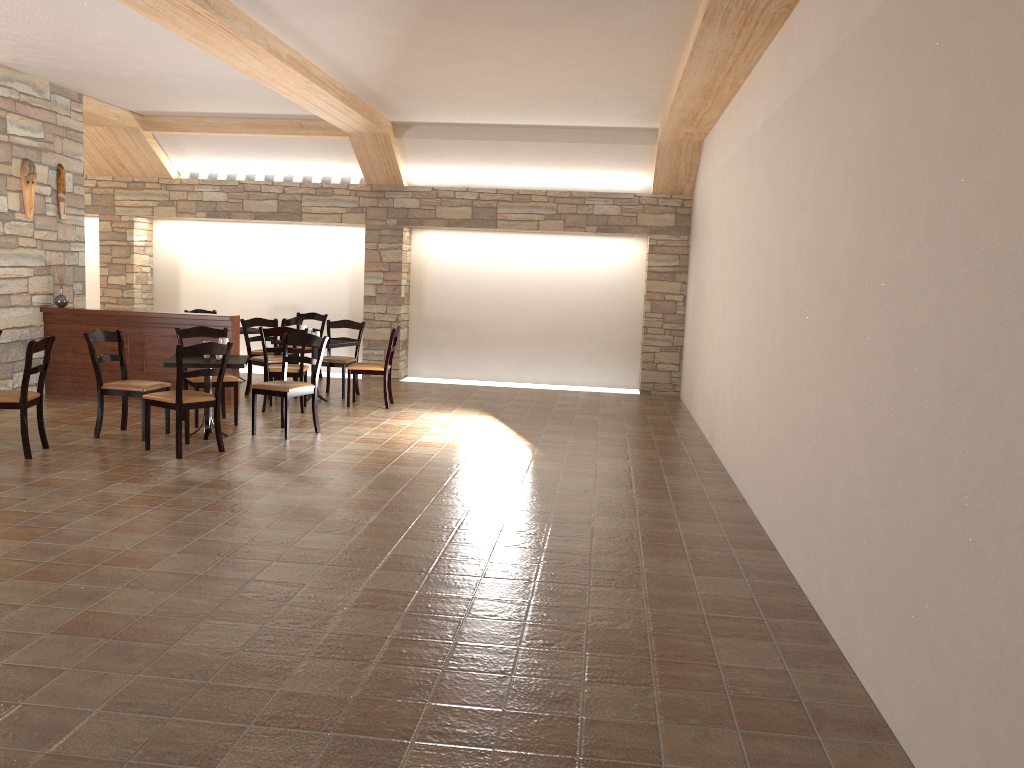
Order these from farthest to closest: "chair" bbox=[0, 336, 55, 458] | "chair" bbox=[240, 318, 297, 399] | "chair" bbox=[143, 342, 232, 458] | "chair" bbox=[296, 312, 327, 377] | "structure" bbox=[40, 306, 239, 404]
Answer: "chair" bbox=[296, 312, 327, 377] → "chair" bbox=[240, 318, 297, 399] → "structure" bbox=[40, 306, 239, 404] → "chair" bbox=[143, 342, 232, 458] → "chair" bbox=[0, 336, 55, 458]

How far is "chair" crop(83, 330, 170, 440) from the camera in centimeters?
700cm

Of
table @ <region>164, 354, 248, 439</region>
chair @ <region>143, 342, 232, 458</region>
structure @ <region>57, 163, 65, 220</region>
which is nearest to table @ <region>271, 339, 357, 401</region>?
table @ <region>164, 354, 248, 439</region>

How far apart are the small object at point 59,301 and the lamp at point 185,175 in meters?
3.2

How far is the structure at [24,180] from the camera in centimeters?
871cm

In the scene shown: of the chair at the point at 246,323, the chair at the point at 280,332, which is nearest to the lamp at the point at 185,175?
the chair at the point at 246,323

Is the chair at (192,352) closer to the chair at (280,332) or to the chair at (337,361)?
the chair at (280,332)

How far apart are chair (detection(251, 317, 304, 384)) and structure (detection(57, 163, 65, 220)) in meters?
2.5

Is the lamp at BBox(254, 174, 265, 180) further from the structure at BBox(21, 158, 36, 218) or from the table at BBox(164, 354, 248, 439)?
the table at BBox(164, 354, 248, 439)

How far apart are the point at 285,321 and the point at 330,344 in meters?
1.3
